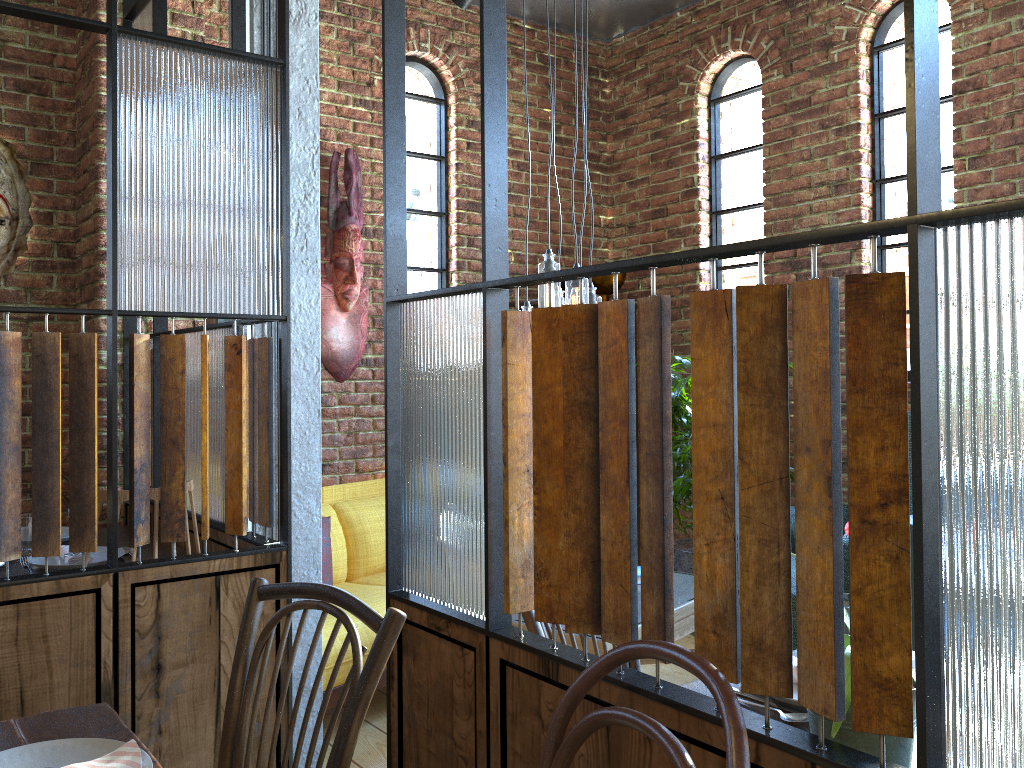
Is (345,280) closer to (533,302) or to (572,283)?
(533,302)

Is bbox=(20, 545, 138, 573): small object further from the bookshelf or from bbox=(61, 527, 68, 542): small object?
the bookshelf

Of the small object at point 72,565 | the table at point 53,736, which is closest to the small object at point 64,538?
the small object at point 72,565

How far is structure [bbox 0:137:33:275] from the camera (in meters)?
3.34

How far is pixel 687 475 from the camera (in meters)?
4.28

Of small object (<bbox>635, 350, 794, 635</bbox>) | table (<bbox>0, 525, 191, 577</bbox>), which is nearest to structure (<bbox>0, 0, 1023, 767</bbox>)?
table (<bbox>0, 525, 191, 577</bbox>)

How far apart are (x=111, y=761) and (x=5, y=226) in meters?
2.8 m

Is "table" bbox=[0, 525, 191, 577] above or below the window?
below

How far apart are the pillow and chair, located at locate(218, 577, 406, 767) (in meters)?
1.88

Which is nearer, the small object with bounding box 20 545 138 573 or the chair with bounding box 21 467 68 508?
the small object with bounding box 20 545 138 573
